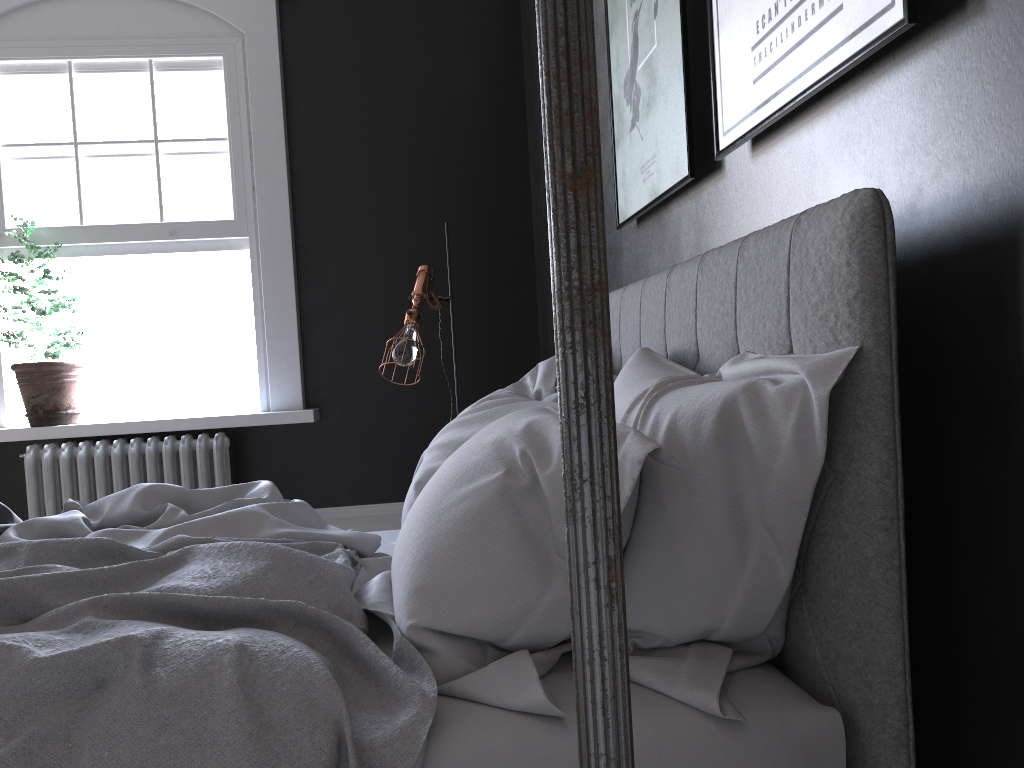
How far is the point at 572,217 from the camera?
0.51m

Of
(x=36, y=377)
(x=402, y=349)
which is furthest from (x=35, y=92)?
(x=402, y=349)

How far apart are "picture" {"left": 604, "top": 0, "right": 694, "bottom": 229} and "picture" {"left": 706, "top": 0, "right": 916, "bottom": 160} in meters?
0.2 m

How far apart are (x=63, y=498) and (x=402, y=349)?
2.2m

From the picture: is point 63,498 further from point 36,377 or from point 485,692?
point 485,692

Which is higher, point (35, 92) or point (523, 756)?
point (35, 92)

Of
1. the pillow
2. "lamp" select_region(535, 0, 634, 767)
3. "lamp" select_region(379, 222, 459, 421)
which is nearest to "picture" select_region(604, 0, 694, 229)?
the pillow

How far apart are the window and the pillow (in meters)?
2.97

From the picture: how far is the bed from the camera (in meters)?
1.19

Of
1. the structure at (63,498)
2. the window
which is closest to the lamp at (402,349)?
the structure at (63,498)
